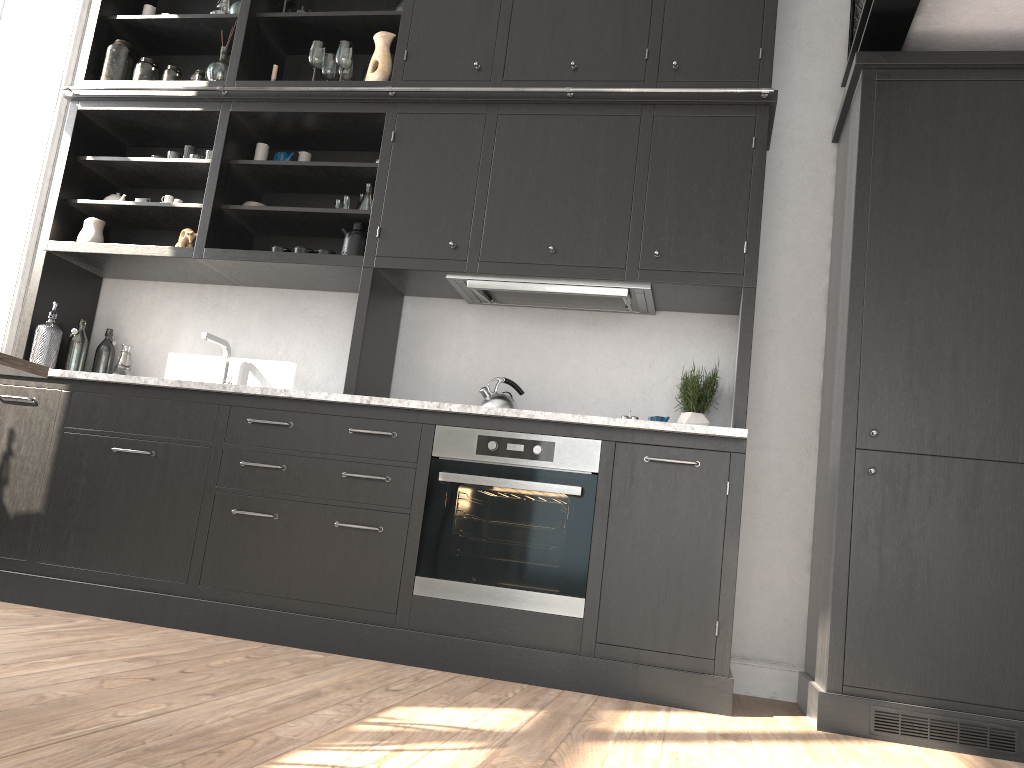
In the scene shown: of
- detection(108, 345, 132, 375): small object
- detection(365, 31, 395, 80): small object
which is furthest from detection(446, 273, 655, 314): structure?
detection(108, 345, 132, 375): small object

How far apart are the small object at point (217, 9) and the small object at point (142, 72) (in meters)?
0.40

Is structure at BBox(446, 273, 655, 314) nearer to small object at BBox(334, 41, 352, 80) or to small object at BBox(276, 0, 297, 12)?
small object at BBox(334, 41, 352, 80)

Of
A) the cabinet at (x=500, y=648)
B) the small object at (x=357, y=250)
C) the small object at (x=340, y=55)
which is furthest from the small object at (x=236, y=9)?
the small object at (x=357, y=250)

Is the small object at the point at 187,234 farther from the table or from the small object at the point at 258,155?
the table

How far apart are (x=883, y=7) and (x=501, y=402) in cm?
199

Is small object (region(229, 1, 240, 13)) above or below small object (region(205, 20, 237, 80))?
above

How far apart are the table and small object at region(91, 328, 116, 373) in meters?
2.0

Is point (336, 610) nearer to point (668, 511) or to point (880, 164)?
point (668, 511)

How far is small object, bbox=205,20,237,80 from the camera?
4.1 meters
